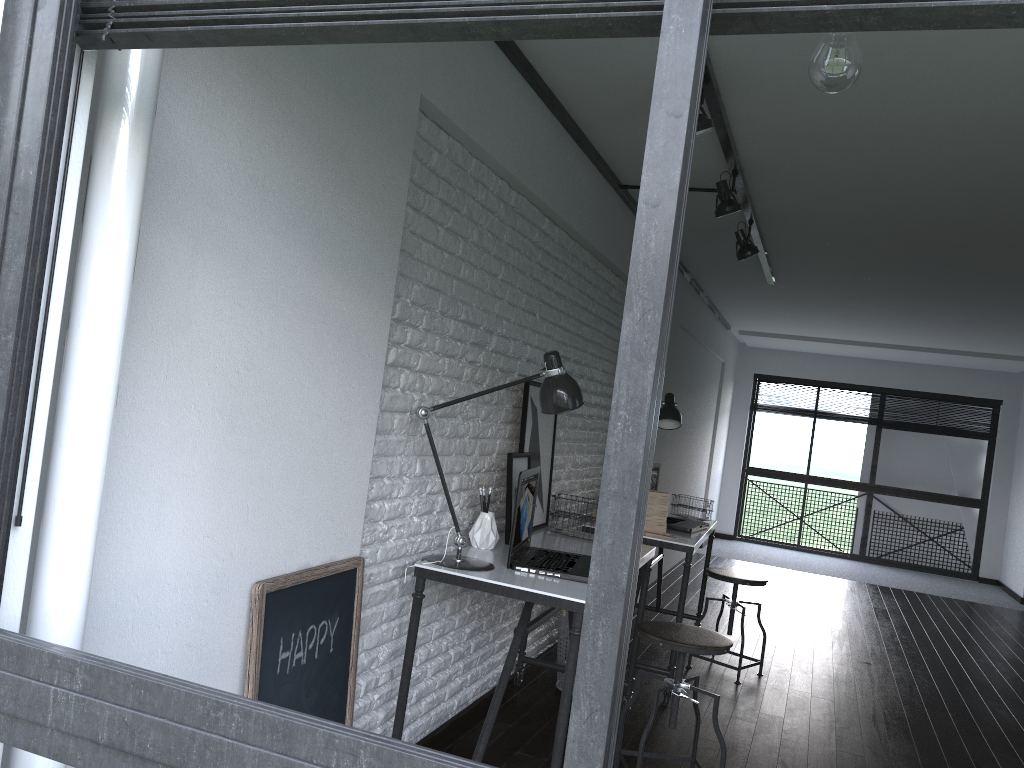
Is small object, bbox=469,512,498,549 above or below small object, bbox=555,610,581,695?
above

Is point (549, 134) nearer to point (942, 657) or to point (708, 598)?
point (708, 598)

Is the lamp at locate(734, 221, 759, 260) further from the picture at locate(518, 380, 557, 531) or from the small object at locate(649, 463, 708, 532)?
the picture at locate(518, 380, 557, 531)

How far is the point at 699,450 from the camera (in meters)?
8.74

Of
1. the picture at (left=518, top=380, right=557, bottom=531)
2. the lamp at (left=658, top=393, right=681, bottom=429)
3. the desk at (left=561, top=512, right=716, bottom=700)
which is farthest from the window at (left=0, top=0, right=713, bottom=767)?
the lamp at (left=658, top=393, right=681, bottom=429)

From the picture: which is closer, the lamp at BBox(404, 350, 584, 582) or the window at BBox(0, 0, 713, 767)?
the window at BBox(0, 0, 713, 767)

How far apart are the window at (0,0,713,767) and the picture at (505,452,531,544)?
2.3m

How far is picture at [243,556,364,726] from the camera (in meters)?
1.92

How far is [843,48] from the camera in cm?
138

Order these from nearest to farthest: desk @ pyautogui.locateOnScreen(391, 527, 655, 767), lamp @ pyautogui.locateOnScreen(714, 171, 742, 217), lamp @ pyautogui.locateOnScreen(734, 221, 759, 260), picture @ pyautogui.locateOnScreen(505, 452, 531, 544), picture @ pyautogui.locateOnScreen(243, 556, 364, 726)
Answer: picture @ pyautogui.locateOnScreen(243, 556, 364, 726) → desk @ pyautogui.locateOnScreen(391, 527, 655, 767) → picture @ pyautogui.locateOnScreen(505, 452, 531, 544) → lamp @ pyautogui.locateOnScreen(714, 171, 742, 217) → lamp @ pyautogui.locateOnScreen(734, 221, 759, 260)
